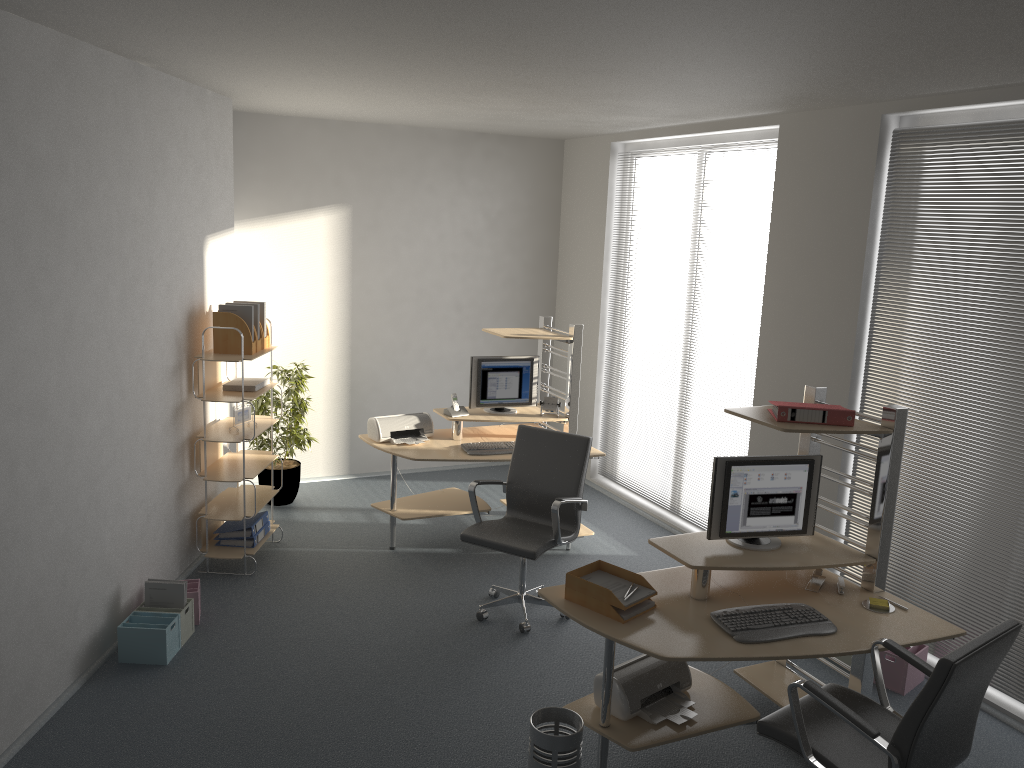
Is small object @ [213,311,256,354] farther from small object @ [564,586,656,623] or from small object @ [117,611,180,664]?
small object @ [564,586,656,623]

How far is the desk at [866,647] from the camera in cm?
340

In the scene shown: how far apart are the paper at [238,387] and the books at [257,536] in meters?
1.0 m

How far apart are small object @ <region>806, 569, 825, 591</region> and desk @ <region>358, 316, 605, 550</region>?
2.2m

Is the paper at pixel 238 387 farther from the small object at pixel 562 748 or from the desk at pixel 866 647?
the small object at pixel 562 748

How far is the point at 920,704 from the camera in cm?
273

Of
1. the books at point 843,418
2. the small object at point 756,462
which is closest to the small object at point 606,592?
the small object at point 756,462

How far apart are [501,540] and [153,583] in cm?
186

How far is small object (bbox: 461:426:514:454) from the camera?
5.9m

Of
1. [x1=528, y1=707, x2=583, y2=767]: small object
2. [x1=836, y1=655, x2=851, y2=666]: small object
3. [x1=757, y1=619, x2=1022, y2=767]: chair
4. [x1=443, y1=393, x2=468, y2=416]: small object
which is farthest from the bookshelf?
[x1=836, y1=655, x2=851, y2=666]: small object
